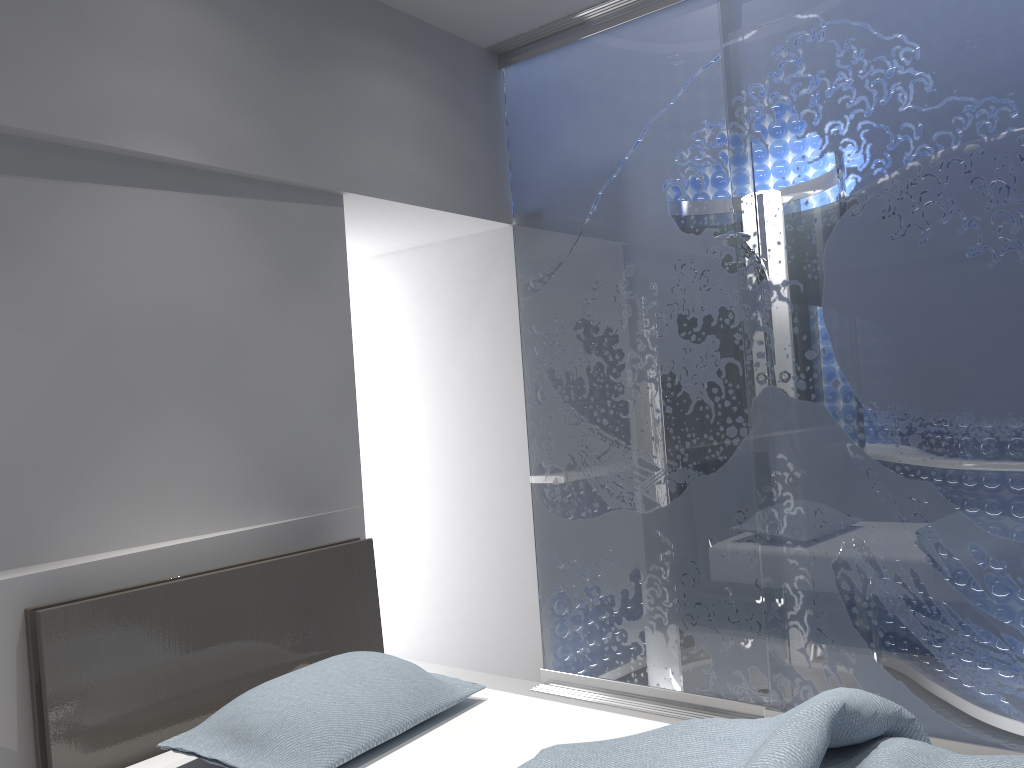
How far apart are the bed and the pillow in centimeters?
4cm

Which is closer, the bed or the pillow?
the bed

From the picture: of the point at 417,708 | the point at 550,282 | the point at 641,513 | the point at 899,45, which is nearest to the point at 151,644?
the point at 417,708

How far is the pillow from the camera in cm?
196

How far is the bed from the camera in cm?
179

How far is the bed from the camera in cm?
179

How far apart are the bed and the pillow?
0.0m

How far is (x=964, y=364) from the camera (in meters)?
2.73

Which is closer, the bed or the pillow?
the bed
